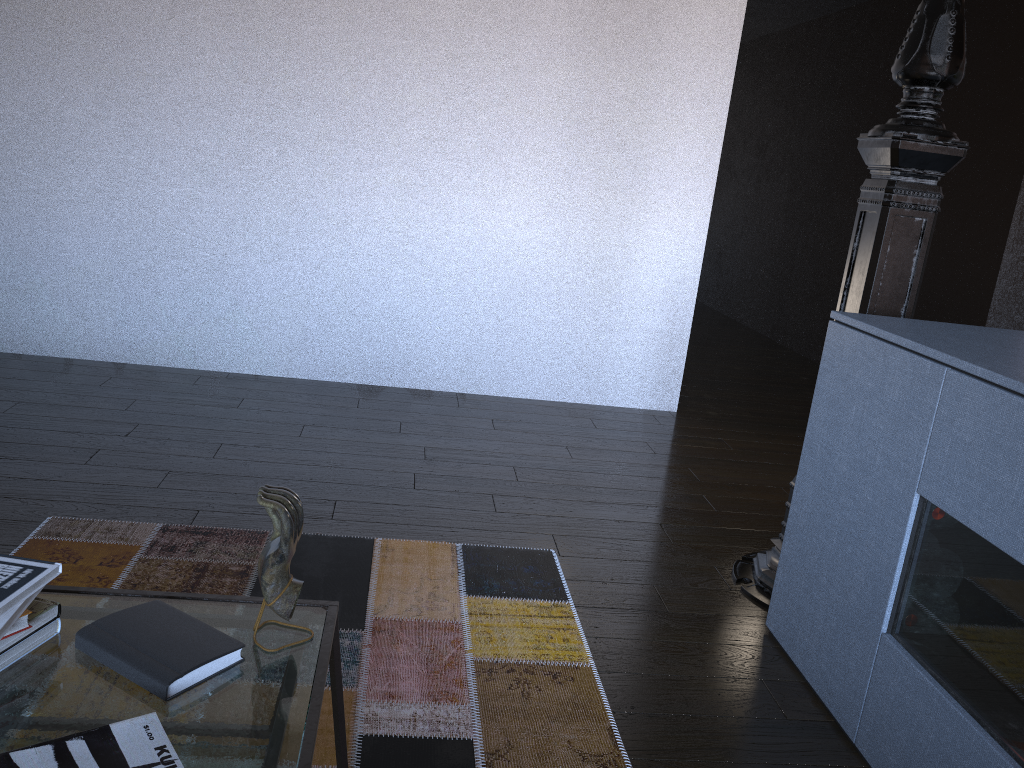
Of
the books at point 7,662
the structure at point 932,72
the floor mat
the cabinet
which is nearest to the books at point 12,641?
the books at point 7,662

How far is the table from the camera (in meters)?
1.01

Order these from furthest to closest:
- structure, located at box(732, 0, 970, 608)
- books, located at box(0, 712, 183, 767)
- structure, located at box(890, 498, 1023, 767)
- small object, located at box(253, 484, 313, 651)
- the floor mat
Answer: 1. structure, located at box(732, 0, 970, 608)
2. the floor mat
3. structure, located at box(890, 498, 1023, 767)
4. small object, located at box(253, 484, 313, 651)
5. books, located at box(0, 712, 183, 767)

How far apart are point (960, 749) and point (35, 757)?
1.4 meters

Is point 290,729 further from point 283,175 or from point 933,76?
point 283,175

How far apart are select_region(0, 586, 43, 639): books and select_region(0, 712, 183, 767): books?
0.2m

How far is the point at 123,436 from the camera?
3.1m

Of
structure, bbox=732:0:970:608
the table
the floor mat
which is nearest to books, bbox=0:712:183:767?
the table

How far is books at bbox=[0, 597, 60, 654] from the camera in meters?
1.1 m

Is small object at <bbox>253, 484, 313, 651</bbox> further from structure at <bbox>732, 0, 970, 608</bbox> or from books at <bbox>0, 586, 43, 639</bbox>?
structure at <bbox>732, 0, 970, 608</bbox>
